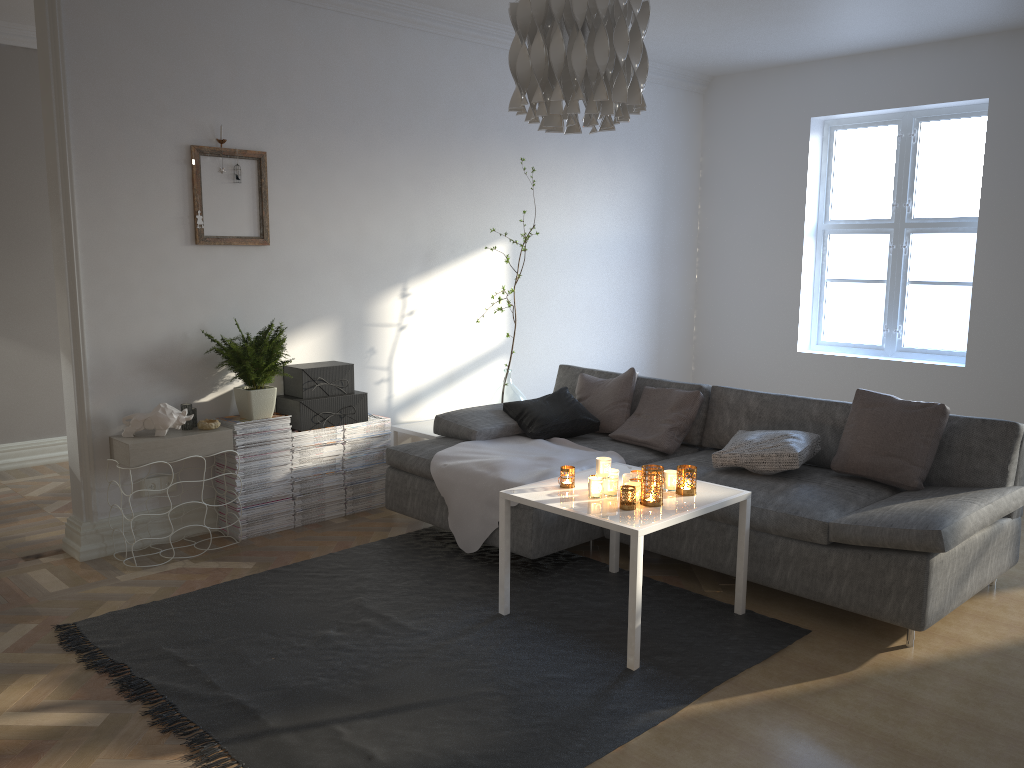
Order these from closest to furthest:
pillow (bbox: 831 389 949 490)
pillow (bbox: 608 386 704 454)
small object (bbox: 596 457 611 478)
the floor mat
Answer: the floor mat < small object (bbox: 596 457 611 478) < pillow (bbox: 831 389 949 490) < pillow (bbox: 608 386 704 454)

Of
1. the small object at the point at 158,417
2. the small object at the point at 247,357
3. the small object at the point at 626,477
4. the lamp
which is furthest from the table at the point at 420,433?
the lamp

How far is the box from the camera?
4.6 meters

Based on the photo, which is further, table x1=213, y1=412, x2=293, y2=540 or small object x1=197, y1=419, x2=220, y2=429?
table x1=213, y1=412, x2=293, y2=540

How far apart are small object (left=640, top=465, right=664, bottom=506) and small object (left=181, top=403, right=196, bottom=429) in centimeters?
222cm

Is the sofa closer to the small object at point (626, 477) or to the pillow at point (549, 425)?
the pillow at point (549, 425)

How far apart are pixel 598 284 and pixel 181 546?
3.46m

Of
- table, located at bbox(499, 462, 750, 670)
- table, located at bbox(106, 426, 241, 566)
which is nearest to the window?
table, located at bbox(499, 462, 750, 670)

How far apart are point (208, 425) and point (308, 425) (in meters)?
0.55

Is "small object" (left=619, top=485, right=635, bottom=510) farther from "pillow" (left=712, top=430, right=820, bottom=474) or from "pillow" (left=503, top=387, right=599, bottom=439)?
"pillow" (left=503, top=387, right=599, bottom=439)
